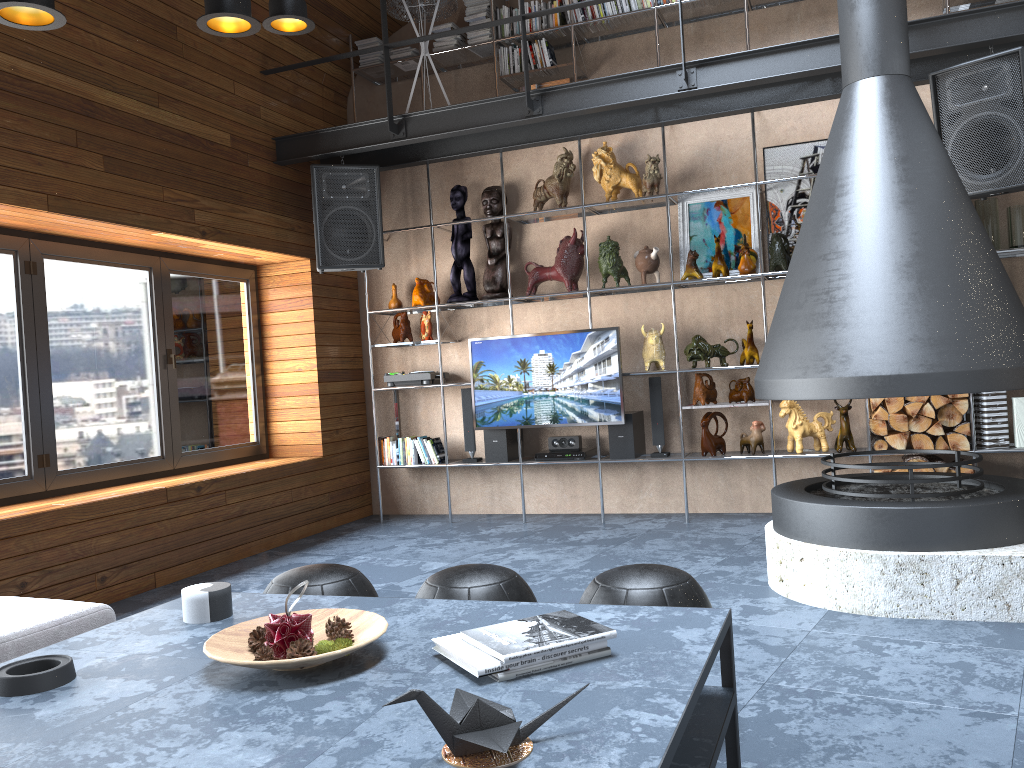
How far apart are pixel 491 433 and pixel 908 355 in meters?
3.3

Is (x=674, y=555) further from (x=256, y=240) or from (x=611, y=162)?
(x=256, y=240)

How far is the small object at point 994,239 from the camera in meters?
5.1 m

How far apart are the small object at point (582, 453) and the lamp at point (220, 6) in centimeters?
365cm

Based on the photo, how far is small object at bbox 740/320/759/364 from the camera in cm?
563

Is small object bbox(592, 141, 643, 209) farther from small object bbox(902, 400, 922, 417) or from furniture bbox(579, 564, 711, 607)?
furniture bbox(579, 564, 711, 607)

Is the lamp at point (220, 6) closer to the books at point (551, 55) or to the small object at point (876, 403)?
the books at point (551, 55)

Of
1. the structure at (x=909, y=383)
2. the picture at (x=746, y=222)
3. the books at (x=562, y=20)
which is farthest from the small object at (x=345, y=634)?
the books at (x=562, y=20)

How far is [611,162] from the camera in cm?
602

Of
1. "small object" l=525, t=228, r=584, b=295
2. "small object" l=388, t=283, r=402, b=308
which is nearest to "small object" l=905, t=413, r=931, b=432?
"small object" l=525, t=228, r=584, b=295
